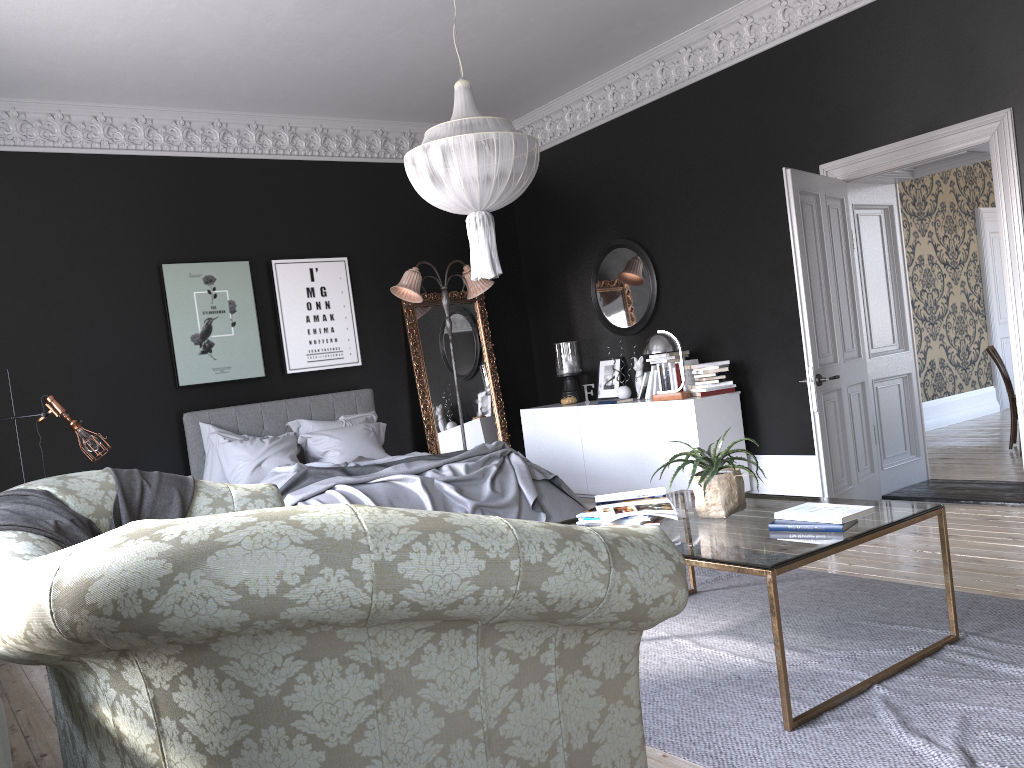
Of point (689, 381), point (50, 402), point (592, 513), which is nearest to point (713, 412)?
point (689, 381)

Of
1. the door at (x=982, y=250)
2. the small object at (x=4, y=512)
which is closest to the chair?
the door at (x=982, y=250)

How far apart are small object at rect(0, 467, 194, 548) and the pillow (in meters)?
3.40

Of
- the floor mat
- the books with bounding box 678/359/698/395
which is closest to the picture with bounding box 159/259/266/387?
the books with bounding box 678/359/698/395

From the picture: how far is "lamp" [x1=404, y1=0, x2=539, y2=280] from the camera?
4.8m

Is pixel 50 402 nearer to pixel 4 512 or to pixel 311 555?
pixel 4 512

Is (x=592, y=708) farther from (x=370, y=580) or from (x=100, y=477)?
(x=100, y=477)

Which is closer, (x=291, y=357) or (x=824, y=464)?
(x=824, y=464)

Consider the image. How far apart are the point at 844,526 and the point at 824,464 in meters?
2.6

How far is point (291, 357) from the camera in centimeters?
821cm
